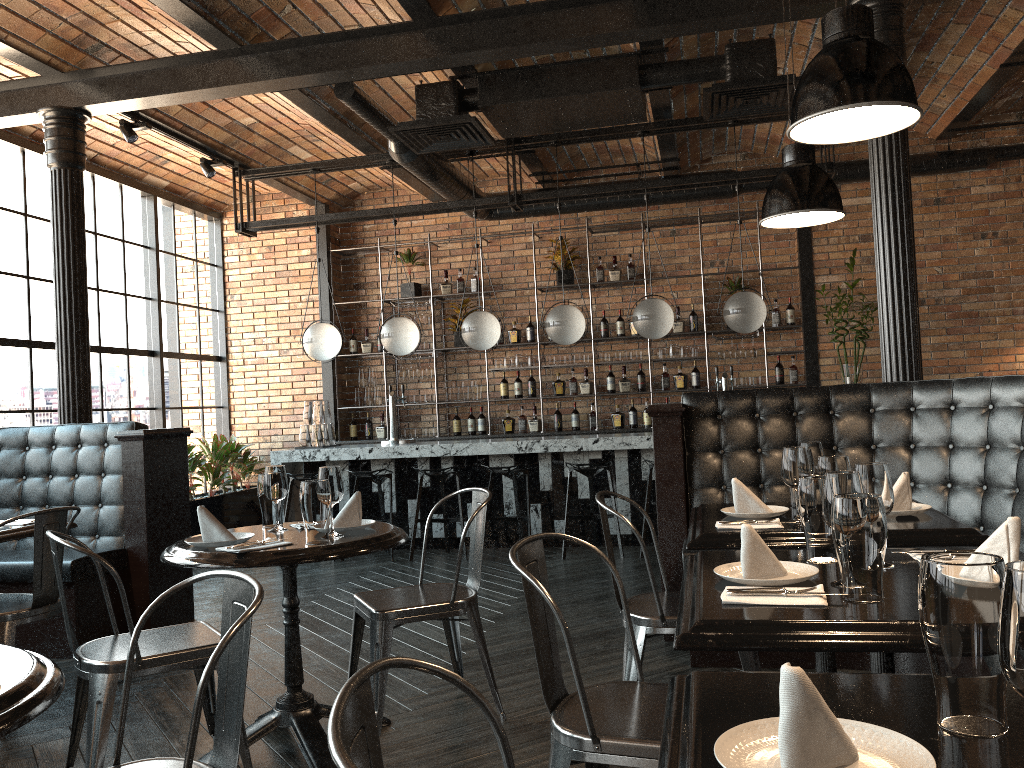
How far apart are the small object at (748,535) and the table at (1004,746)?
0.60m

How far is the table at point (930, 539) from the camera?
2.6 meters

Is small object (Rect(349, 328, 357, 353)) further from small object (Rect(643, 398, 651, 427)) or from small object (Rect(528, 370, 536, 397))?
small object (Rect(643, 398, 651, 427))

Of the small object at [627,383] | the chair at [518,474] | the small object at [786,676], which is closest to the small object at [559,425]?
the small object at [627,383]

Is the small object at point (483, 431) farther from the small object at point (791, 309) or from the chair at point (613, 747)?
the chair at point (613, 747)

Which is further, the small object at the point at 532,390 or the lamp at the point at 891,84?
the small object at the point at 532,390

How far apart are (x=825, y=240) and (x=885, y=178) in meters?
4.0 m

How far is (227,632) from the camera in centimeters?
163cm

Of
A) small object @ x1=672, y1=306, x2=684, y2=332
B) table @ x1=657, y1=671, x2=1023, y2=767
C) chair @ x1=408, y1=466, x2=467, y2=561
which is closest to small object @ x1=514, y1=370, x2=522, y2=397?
small object @ x1=672, y1=306, x2=684, y2=332

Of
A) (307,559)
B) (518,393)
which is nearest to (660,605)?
(307,559)
